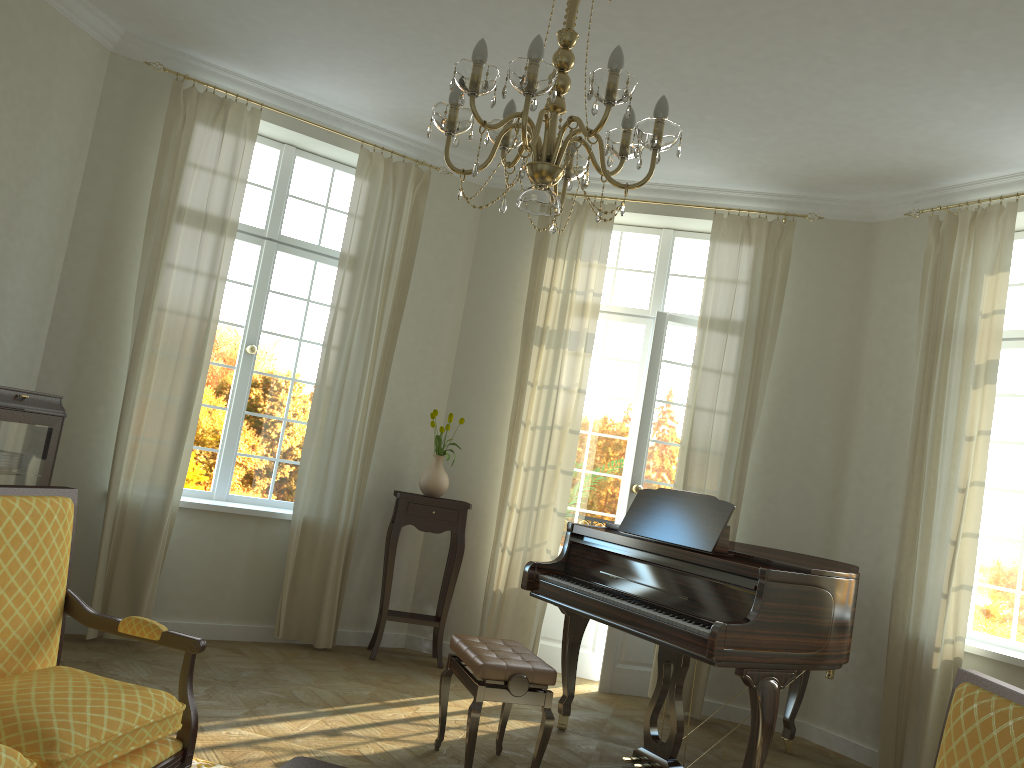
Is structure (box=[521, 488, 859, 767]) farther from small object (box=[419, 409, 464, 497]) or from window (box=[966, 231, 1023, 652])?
small object (box=[419, 409, 464, 497])

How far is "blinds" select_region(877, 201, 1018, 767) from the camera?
4.9 meters

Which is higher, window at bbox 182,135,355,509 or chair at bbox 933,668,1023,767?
window at bbox 182,135,355,509

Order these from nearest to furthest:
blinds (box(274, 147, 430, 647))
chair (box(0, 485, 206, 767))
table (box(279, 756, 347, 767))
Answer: chair (box(0, 485, 206, 767)), table (box(279, 756, 347, 767)), blinds (box(274, 147, 430, 647))

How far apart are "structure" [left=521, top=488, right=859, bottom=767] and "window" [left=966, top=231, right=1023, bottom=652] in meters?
1.0 m

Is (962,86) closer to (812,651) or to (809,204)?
(809,204)

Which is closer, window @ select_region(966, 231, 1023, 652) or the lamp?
the lamp

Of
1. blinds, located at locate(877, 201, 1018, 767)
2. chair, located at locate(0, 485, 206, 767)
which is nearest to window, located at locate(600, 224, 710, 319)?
blinds, located at locate(877, 201, 1018, 767)

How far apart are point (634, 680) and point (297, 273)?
3.73m

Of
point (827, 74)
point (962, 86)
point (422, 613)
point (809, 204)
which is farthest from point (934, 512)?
point (422, 613)
